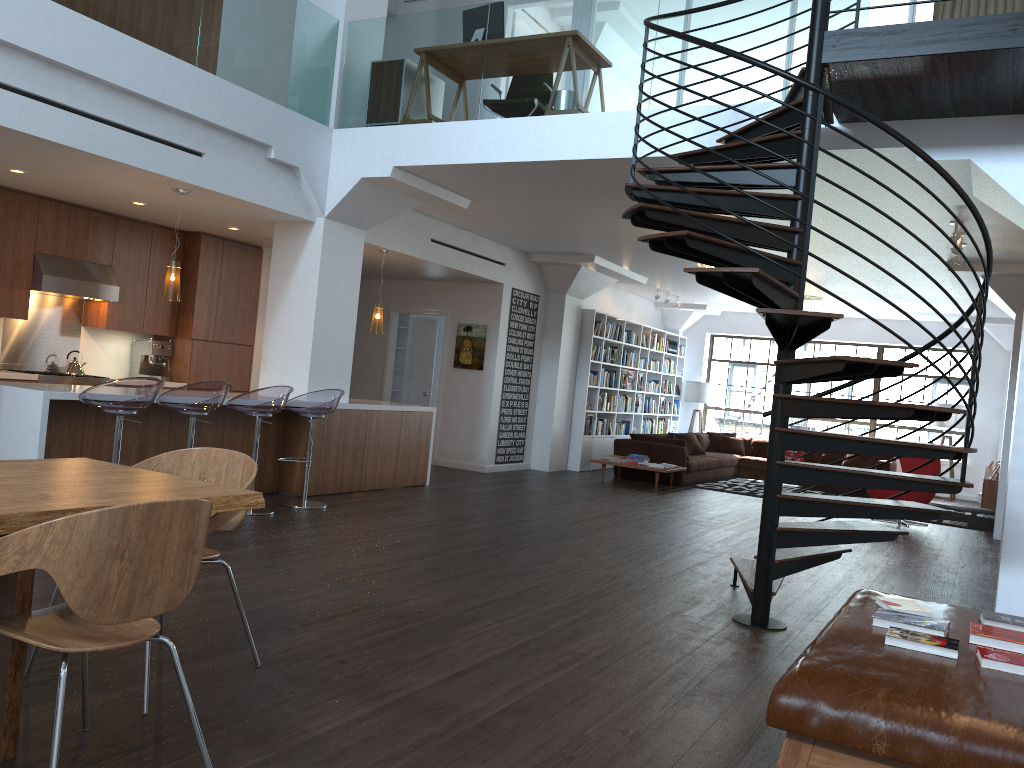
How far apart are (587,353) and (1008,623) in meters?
9.9

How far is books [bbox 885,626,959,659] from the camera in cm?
294

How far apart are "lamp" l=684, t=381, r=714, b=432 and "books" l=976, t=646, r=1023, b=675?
Answer: 13.9 meters

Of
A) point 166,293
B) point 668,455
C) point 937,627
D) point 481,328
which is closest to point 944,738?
point 937,627

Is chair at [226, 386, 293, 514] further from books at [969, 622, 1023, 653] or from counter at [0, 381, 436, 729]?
books at [969, 622, 1023, 653]

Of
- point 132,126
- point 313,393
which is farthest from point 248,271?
point 132,126

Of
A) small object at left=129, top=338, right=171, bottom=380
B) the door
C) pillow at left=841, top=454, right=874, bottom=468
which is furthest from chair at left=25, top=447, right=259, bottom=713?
pillow at left=841, top=454, right=874, bottom=468

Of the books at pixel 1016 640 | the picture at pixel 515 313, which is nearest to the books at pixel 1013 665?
the books at pixel 1016 640

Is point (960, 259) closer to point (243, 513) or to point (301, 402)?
point (301, 402)

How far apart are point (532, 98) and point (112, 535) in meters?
5.8
